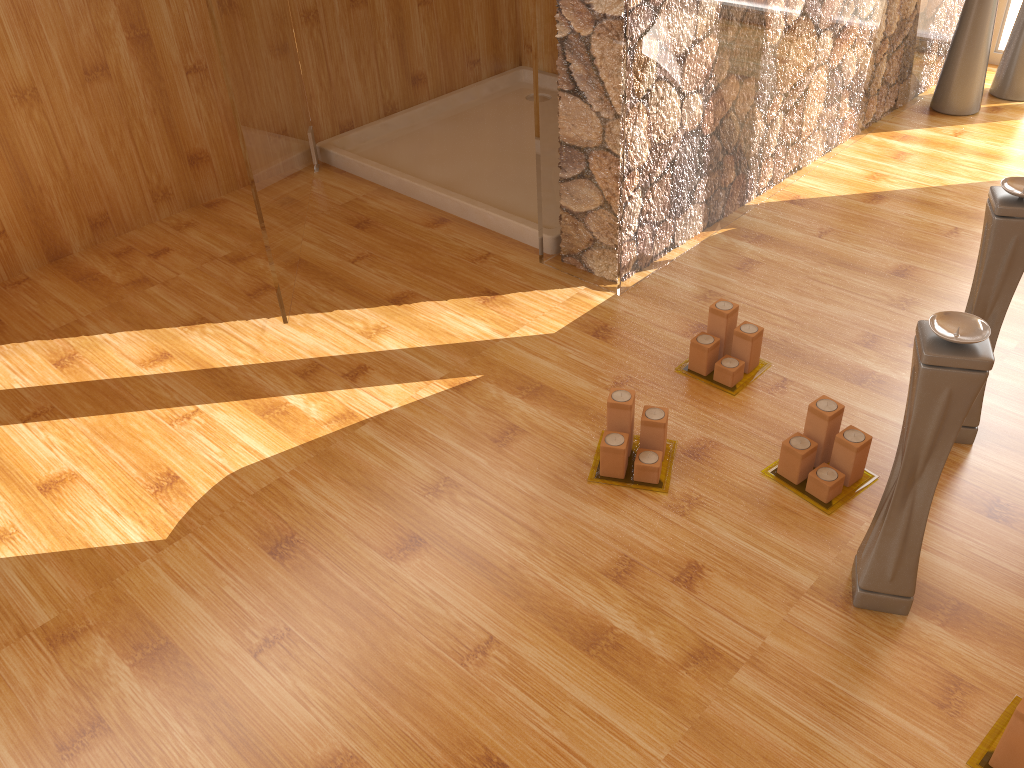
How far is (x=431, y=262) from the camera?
2.2m

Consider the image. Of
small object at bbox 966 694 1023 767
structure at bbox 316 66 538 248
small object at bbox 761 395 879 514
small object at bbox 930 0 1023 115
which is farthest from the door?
small object at bbox 930 0 1023 115

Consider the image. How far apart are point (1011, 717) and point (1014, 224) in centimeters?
72cm

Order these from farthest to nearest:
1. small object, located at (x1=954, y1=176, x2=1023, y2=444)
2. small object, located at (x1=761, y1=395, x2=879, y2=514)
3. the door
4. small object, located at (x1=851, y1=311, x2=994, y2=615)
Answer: the door → small object, located at (x1=761, y1=395, x2=879, y2=514) → small object, located at (x1=954, y1=176, x2=1023, y2=444) → small object, located at (x1=851, y1=311, x2=994, y2=615)

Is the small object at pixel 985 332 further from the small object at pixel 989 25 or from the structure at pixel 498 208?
the small object at pixel 989 25

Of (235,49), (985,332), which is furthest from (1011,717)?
(235,49)

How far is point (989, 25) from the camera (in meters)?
2.68

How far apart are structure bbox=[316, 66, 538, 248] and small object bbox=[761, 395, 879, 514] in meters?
0.9

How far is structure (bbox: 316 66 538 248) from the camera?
2.4m

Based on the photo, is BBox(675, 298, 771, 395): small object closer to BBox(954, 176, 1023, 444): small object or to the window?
BBox(954, 176, 1023, 444): small object
